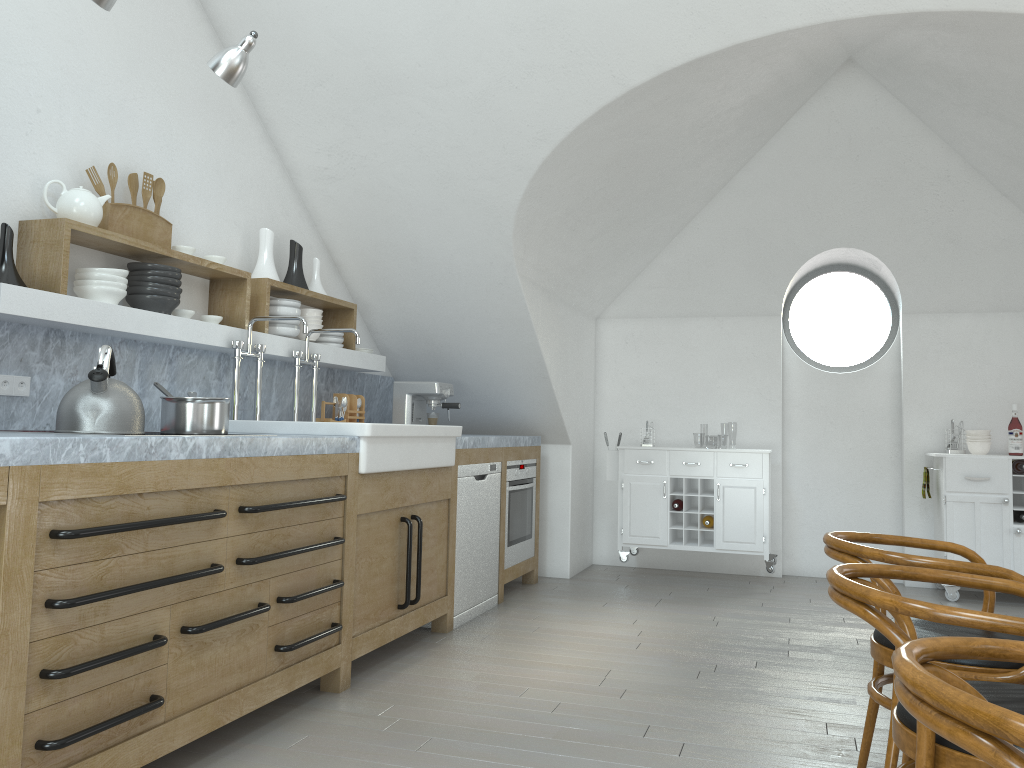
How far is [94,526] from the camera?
2.2 meters

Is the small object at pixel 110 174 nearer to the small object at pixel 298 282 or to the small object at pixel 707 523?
the small object at pixel 298 282

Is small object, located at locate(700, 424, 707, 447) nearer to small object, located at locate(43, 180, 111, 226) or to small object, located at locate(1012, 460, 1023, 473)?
small object, located at locate(1012, 460, 1023, 473)

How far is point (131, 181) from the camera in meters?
3.5

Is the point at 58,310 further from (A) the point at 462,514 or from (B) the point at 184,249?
A: (A) the point at 462,514

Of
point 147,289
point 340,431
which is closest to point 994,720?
point 340,431

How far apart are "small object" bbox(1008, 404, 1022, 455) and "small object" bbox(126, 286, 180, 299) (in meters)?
5.08

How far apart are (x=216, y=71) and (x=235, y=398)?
1.5m

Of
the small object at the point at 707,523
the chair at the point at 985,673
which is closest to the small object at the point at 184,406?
the chair at the point at 985,673

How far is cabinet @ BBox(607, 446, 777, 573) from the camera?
5.79m
